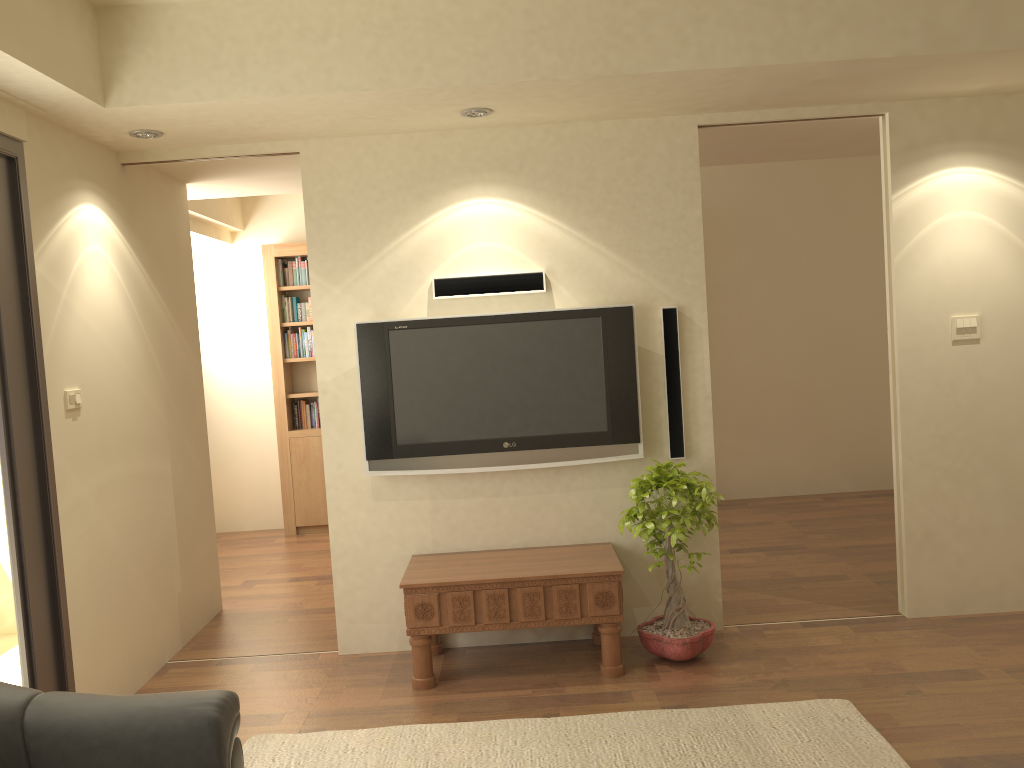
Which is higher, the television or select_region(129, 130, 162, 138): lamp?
select_region(129, 130, 162, 138): lamp

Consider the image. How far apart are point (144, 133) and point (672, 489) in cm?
288

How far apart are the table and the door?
1.4 meters

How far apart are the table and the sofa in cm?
149

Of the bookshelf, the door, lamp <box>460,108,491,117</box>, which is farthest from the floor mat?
the bookshelf

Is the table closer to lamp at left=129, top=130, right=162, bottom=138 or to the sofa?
the sofa

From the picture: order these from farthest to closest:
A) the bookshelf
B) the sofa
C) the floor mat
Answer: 1. the bookshelf
2. the floor mat
3. the sofa

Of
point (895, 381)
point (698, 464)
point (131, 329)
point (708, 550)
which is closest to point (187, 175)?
point (131, 329)

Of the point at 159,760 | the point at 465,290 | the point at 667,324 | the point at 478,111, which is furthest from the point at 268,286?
the point at 159,760

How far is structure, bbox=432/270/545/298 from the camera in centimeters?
438cm
